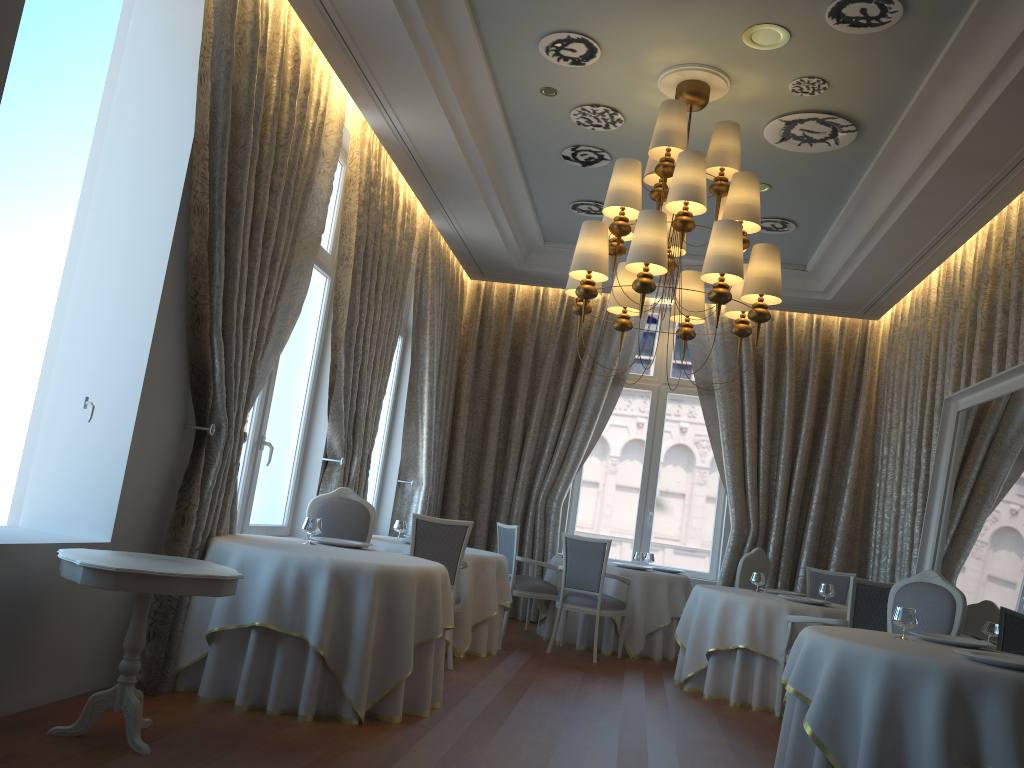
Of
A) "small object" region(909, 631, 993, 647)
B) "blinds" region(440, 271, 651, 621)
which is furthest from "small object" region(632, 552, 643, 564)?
"small object" region(909, 631, 993, 647)

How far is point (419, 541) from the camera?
6.7m

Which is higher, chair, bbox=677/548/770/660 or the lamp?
the lamp

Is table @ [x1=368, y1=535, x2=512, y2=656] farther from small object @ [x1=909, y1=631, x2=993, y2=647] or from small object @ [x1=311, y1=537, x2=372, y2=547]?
small object @ [x1=909, y1=631, x2=993, y2=647]

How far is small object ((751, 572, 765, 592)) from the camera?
7.8m

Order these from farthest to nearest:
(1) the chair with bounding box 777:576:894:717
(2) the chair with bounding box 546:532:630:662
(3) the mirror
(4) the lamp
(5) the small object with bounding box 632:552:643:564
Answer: (5) the small object with bounding box 632:552:643:564 → (2) the chair with bounding box 546:532:630:662 → (1) the chair with bounding box 777:576:894:717 → (3) the mirror → (4) the lamp

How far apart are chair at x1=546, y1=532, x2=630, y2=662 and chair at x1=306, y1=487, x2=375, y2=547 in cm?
230

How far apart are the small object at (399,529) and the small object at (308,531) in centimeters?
272cm

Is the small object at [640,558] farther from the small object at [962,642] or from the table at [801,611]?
the small object at [962,642]

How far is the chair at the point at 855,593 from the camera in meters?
6.2
